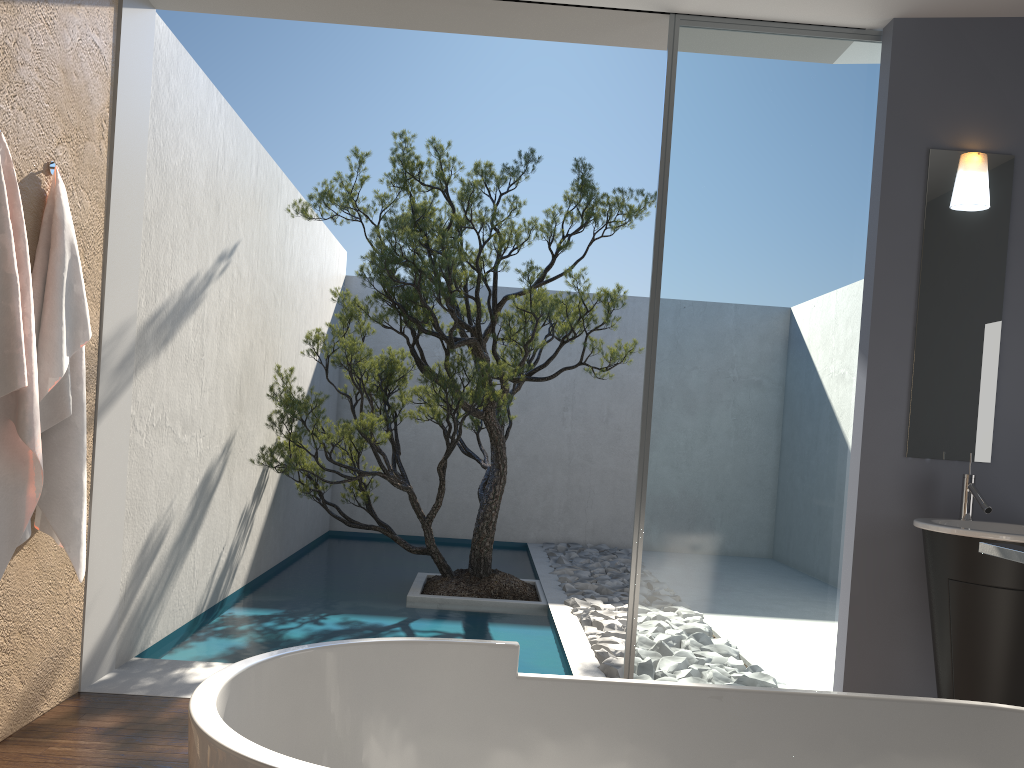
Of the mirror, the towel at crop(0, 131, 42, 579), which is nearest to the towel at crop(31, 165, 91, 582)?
the towel at crop(0, 131, 42, 579)

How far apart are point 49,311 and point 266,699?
1.9m

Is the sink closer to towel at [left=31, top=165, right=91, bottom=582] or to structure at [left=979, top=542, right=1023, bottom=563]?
structure at [left=979, top=542, right=1023, bottom=563]

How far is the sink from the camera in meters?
3.0

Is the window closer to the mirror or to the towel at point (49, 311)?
the mirror

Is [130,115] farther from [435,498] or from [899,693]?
[435,498]

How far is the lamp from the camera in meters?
3.6 m

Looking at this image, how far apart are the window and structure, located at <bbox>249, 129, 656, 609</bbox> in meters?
1.8 m

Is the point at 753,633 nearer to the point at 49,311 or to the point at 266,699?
the point at 266,699

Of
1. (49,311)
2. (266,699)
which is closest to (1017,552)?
(266,699)
